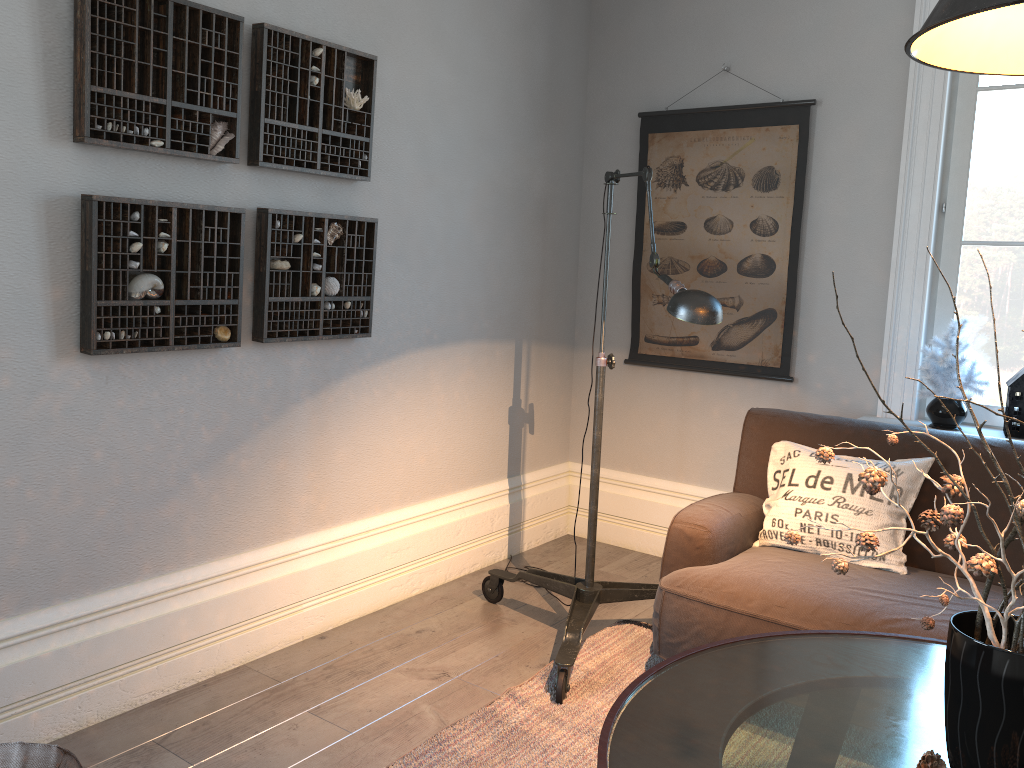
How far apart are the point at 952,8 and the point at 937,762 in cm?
116

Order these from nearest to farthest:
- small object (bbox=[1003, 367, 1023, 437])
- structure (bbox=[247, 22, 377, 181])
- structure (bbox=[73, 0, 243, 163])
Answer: structure (bbox=[73, 0, 243, 163]) → structure (bbox=[247, 22, 377, 181]) → small object (bbox=[1003, 367, 1023, 437])

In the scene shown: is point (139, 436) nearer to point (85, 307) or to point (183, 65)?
point (85, 307)

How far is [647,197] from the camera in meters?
2.6

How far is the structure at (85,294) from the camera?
2.3 meters

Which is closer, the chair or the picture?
the chair

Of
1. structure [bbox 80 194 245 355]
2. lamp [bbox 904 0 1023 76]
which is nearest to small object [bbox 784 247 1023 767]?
lamp [bbox 904 0 1023 76]

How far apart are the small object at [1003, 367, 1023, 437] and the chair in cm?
300

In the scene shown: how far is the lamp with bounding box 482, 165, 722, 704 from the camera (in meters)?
2.31

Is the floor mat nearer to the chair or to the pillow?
the pillow
